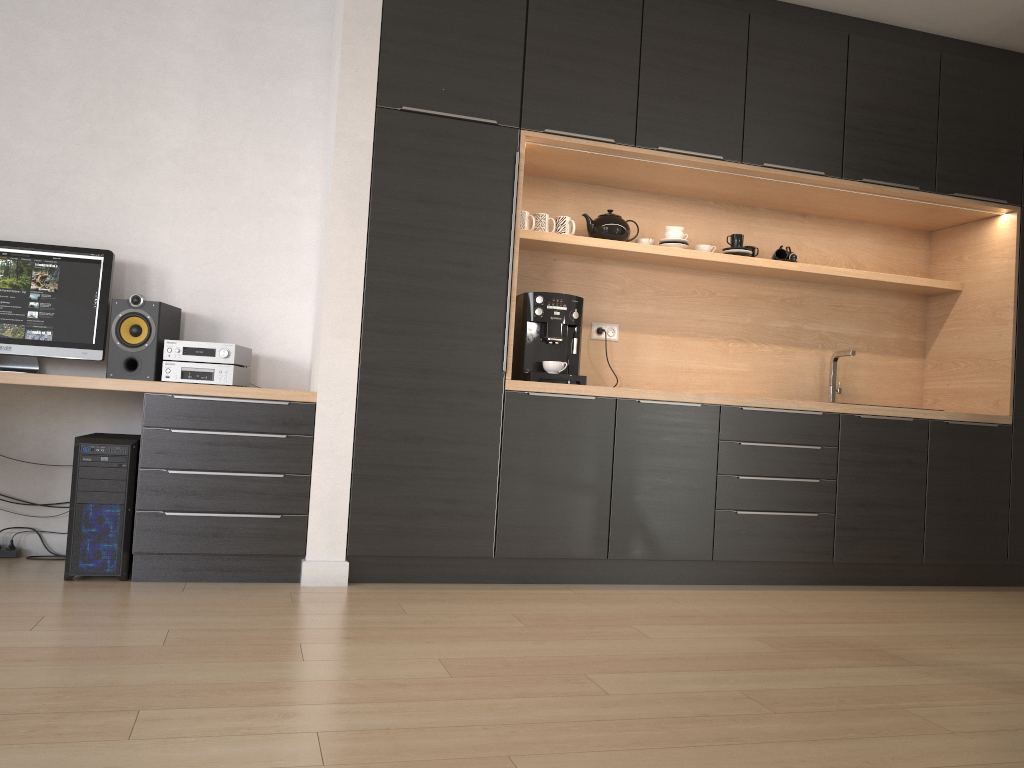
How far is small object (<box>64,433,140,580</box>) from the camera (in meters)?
3.24

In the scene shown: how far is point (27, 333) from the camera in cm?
355

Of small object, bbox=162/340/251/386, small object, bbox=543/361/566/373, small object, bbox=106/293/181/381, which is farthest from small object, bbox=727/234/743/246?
small object, bbox=106/293/181/381

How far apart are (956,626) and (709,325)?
1.8m

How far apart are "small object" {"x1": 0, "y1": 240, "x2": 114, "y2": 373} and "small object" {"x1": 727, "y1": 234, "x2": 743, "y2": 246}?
2.88m

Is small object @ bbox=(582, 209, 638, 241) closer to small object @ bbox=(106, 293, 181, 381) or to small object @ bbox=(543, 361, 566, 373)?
small object @ bbox=(543, 361, 566, 373)

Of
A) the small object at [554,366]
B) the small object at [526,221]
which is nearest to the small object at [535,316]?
the small object at [554,366]

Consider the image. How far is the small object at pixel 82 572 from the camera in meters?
3.2 m

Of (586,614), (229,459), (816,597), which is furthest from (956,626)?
(229,459)

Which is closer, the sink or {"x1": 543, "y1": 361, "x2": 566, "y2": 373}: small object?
{"x1": 543, "y1": 361, "x2": 566, "y2": 373}: small object
